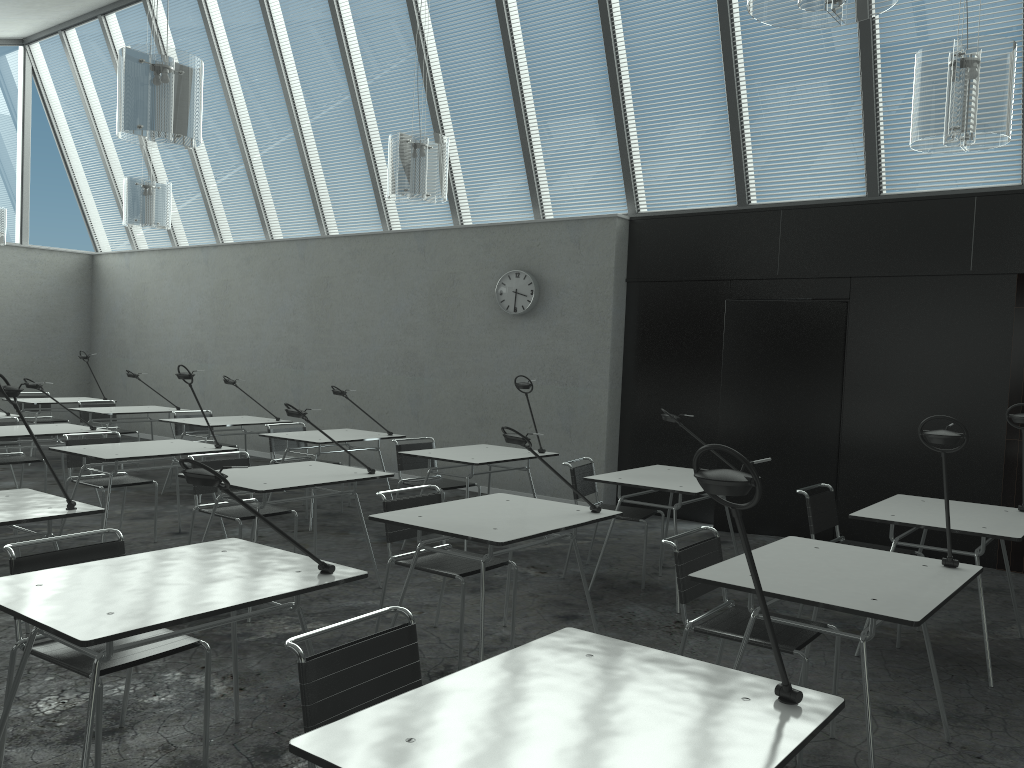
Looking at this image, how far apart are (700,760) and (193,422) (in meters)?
6.66

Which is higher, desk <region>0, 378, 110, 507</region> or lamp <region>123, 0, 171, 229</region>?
lamp <region>123, 0, 171, 229</region>

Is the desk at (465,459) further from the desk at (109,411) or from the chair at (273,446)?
the desk at (109,411)

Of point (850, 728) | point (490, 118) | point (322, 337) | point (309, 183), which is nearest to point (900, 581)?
point (850, 728)

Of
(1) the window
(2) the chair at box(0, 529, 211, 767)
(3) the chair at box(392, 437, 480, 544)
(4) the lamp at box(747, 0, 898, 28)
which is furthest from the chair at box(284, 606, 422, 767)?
(1) the window

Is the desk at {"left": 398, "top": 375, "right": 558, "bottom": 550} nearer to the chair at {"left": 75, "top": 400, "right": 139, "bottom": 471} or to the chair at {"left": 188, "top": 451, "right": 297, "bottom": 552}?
the chair at {"left": 188, "top": 451, "right": 297, "bottom": 552}

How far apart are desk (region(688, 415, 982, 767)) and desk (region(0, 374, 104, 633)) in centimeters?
237cm

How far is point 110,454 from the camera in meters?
5.3

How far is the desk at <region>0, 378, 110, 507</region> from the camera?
6.2m

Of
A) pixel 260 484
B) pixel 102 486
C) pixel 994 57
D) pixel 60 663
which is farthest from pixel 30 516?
pixel 994 57
